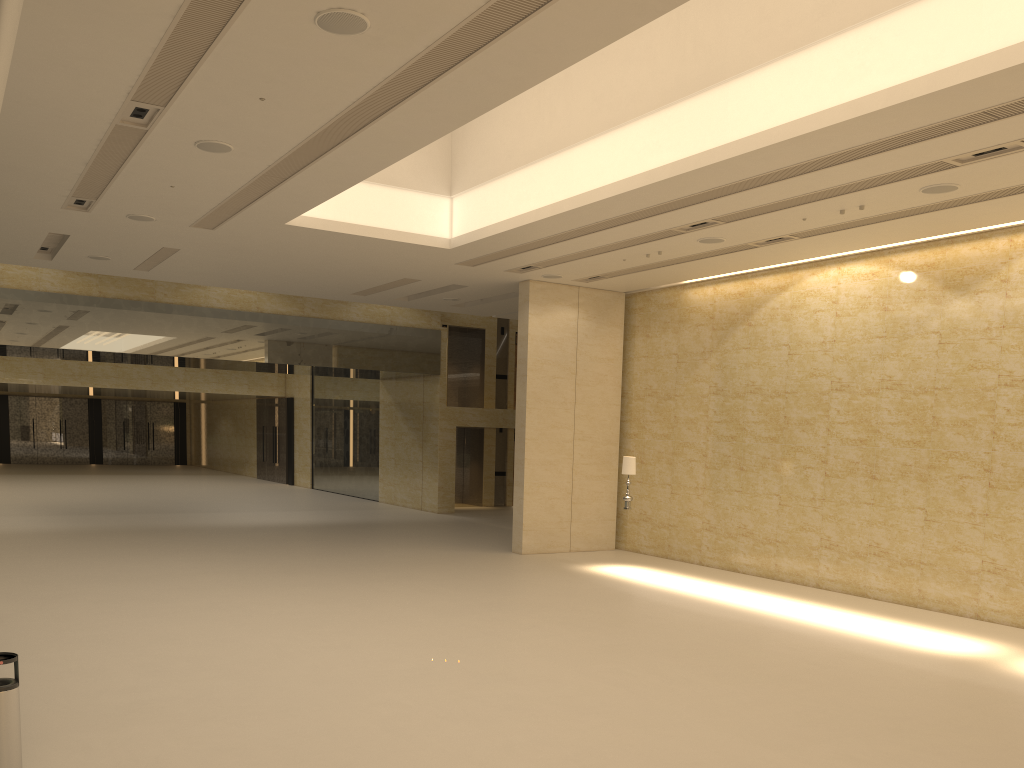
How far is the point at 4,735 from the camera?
5.7 meters

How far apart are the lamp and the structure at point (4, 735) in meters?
12.6 m

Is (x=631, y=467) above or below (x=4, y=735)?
above

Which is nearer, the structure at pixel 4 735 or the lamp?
the structure at pixel 4 735

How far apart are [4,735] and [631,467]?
12.7m

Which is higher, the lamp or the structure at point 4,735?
the lamp

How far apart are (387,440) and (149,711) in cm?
2348

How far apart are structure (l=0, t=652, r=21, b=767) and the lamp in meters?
12.6

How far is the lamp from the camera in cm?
1712

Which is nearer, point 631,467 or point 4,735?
point 4,735
